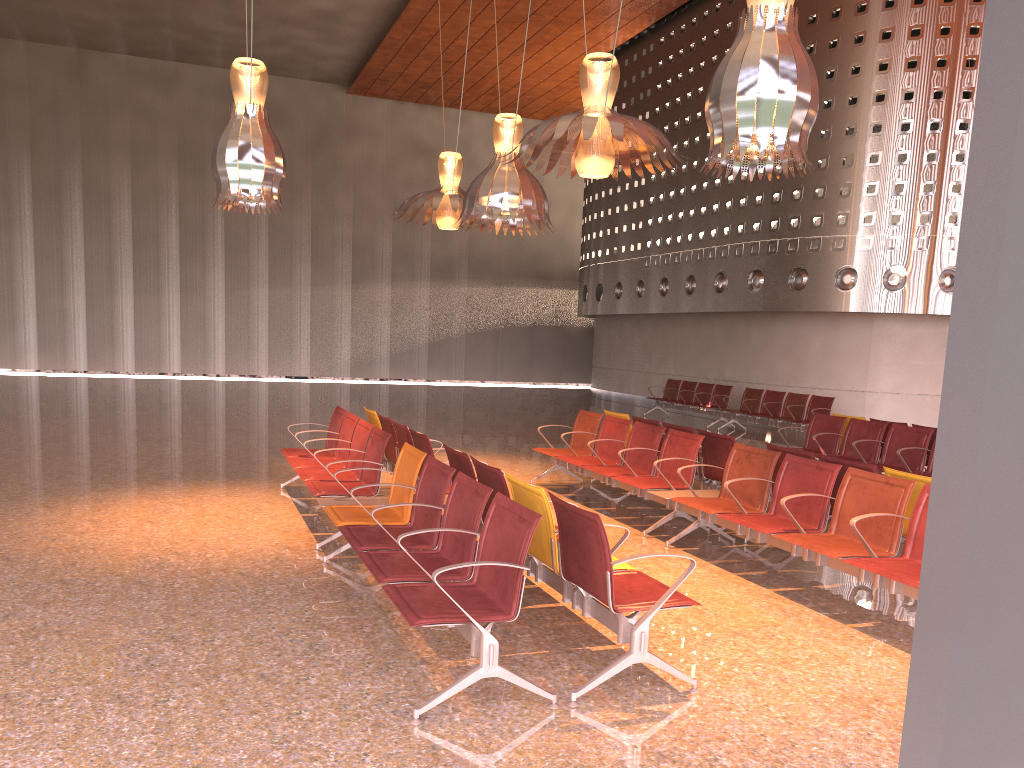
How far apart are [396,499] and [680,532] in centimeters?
241cm
